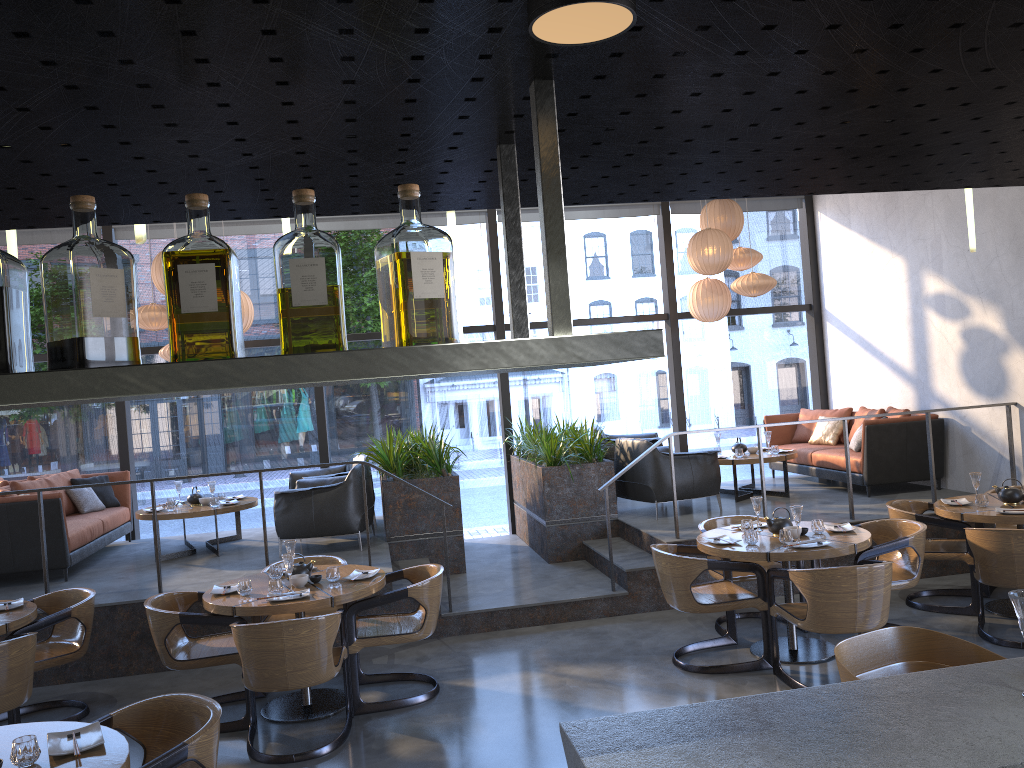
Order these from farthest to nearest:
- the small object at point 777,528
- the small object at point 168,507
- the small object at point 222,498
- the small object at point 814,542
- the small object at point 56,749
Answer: the small object at point 222,498 → the small object at point 168,507 → the small object at point 777,528 → the small object at point 814,542 → the small object at point 56,749

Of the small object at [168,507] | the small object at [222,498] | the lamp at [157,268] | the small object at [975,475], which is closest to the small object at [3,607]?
the small object at [168,507]

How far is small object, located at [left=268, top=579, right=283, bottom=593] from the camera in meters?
5.2

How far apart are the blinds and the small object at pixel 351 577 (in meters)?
5.24

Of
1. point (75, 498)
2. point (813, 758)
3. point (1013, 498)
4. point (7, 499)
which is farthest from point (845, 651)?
point (75, 498)

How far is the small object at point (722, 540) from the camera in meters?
5.7 m

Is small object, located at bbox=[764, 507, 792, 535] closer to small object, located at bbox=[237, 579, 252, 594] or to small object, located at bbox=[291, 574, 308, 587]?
small object, located at bbox=[291, 574, 308, 587]

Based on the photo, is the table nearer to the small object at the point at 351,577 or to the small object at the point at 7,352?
the small object at the point at 351,577

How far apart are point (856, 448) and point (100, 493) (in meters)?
7.63

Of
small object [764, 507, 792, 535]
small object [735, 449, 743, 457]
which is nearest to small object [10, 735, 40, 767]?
small object [764, 507, 792, 535]
